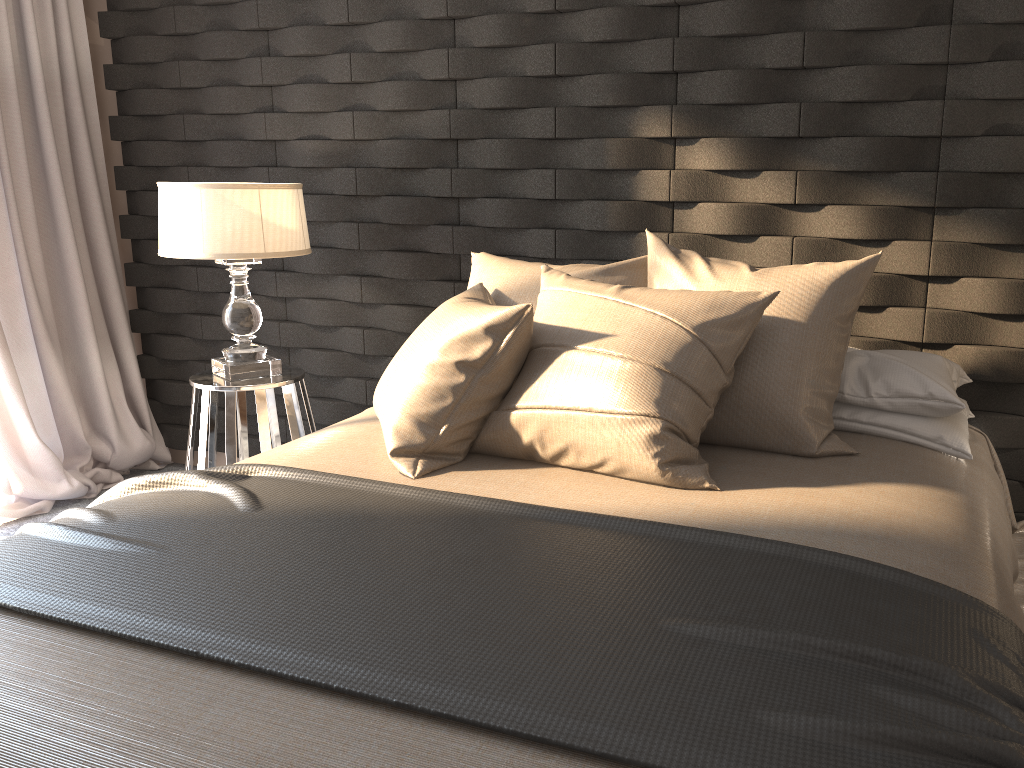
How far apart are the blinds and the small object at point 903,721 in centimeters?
169cm

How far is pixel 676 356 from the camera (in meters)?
1.90

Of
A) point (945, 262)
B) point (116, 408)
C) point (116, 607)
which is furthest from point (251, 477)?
point (116, 408)

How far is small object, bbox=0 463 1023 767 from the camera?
1.1 meters

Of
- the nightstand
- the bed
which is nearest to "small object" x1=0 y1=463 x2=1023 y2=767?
the bed

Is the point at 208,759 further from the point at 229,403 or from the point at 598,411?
the point at 229,403

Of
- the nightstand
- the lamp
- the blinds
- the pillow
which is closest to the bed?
the pillow

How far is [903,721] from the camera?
1.1 meters

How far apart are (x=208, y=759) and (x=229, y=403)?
1.9 meters

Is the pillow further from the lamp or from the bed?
the lamp
